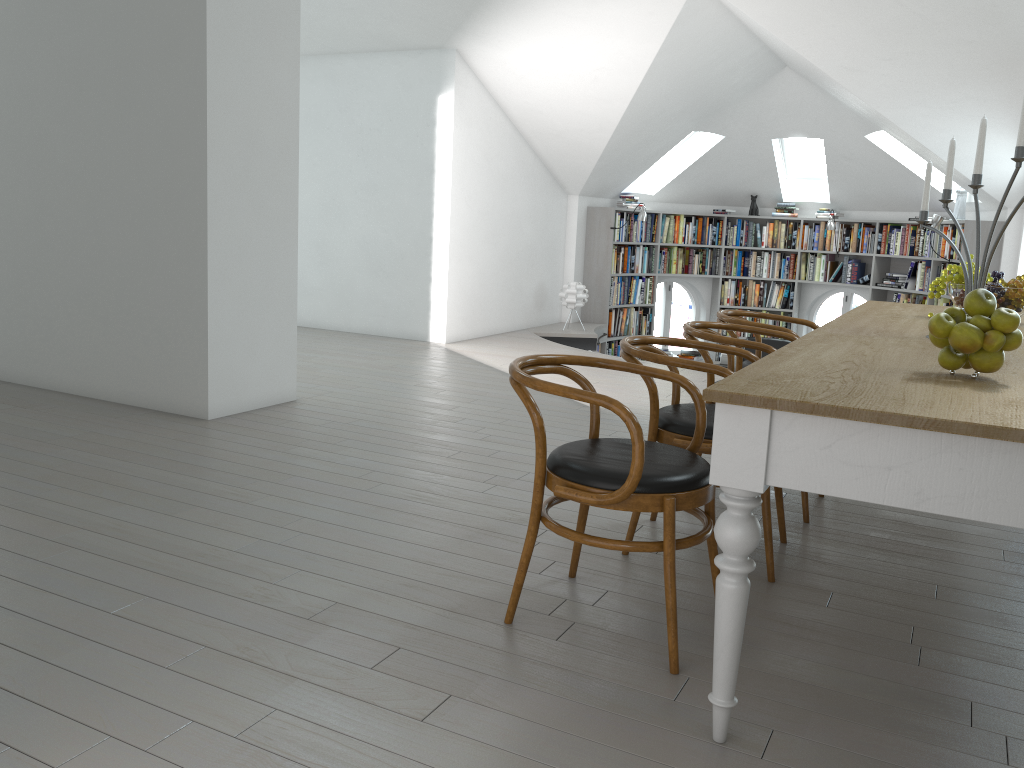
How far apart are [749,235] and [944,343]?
9.4m

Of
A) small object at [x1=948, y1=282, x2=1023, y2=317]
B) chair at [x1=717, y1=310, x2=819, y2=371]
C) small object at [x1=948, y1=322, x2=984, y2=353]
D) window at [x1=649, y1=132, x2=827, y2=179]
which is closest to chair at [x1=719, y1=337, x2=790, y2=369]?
window at [x1=649, y1=132, x2=827, y2=179]

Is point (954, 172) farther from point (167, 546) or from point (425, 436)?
point (167, 546)

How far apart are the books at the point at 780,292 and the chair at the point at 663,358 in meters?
8.3 m

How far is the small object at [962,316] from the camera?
2.14m

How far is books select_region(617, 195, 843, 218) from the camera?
10.7m

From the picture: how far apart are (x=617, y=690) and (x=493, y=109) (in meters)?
7.08

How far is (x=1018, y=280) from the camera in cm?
365

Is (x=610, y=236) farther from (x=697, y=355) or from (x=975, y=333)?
(x=975, y=333)

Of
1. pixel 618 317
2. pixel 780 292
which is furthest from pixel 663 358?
pixel 780 292
